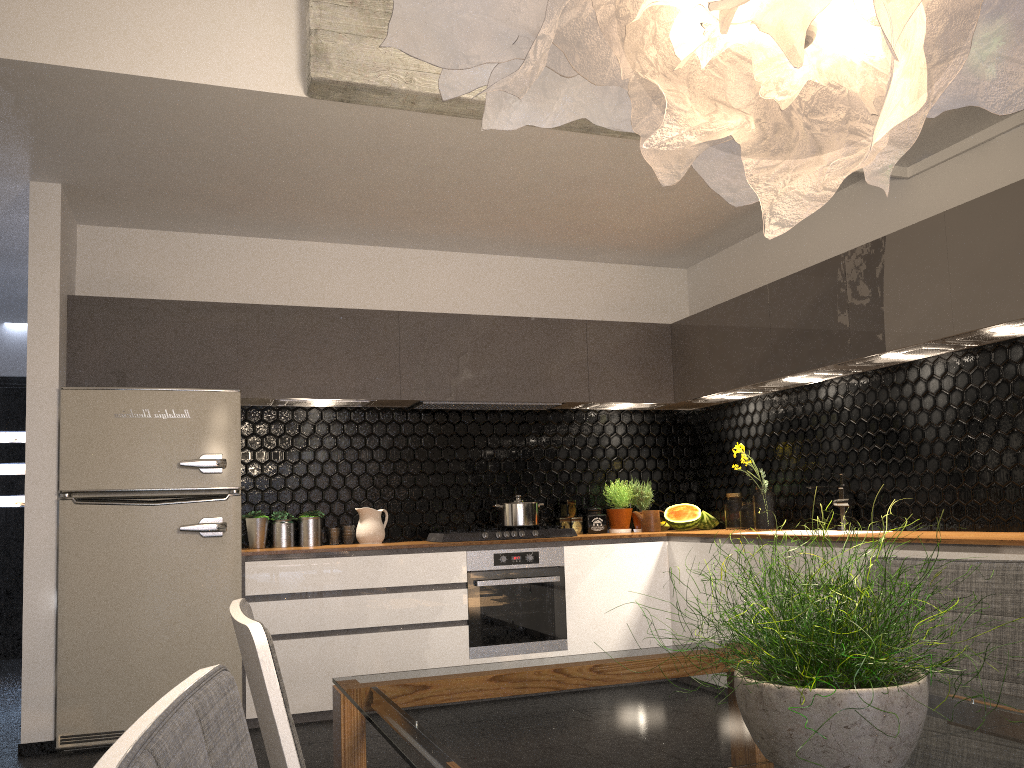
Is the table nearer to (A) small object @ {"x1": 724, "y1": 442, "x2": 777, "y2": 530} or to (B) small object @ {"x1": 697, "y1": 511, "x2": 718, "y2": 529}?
(A) small object @ {"x1": 724, "y1": 442, "x2": 777, "y2": 530}

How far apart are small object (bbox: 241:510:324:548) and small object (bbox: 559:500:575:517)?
1.5 meters

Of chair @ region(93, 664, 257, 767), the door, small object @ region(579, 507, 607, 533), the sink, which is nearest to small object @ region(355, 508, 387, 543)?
small object @ region(579, 507, 607, 533)

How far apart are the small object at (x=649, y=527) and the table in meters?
3.7

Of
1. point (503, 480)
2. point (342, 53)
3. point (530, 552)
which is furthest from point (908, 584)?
point (503, 480)

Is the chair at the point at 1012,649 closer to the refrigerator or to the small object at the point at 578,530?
the refrigerator

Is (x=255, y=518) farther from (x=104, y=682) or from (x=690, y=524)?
(x=690, y=524)

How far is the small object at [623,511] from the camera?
5.7 meters

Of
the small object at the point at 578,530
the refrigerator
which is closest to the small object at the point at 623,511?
the small object at the point at 578,530

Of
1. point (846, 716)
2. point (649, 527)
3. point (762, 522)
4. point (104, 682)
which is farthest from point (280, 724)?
point (649, 527)
